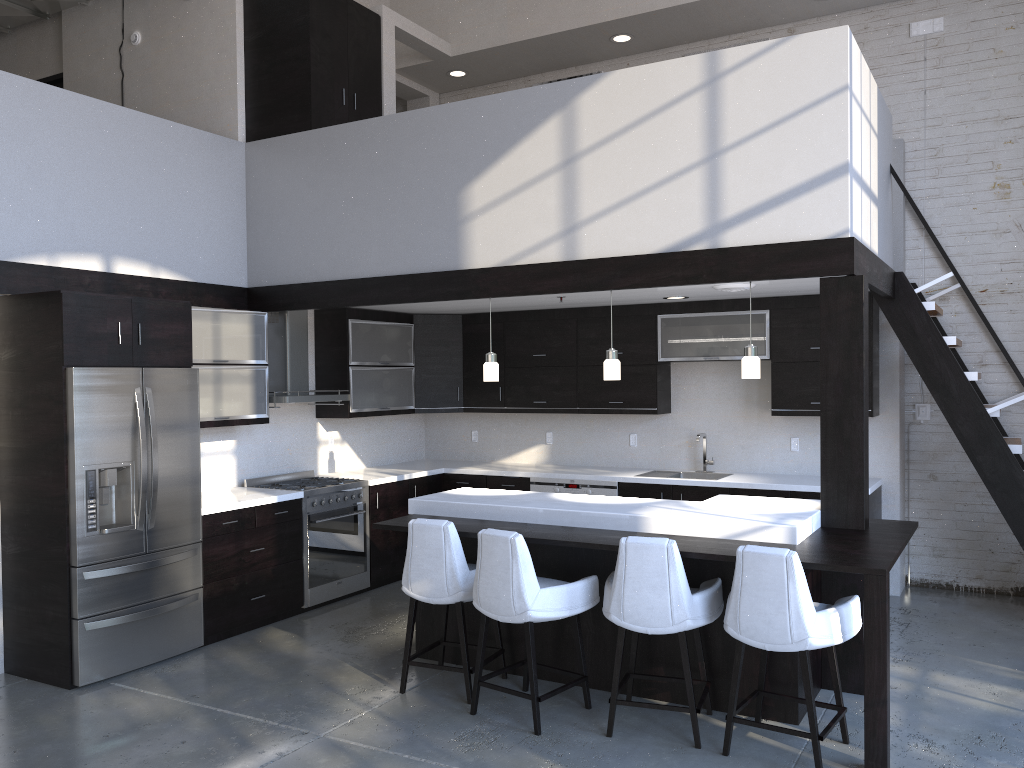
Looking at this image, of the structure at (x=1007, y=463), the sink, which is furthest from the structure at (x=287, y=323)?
the structure at (x=1007, y=463)

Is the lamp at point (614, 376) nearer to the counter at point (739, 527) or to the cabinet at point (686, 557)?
the counter at point (739, 527)

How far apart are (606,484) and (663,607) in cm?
312

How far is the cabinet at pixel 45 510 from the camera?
4.9m

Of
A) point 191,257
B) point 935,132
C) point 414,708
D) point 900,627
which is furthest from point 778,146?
point 191,257

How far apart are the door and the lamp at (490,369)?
5.2m

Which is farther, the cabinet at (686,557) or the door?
the door

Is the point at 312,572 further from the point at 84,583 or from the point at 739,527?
the point at 739,527

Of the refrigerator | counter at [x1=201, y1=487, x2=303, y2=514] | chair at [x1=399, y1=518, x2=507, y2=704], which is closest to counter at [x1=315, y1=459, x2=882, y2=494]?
counter at [x1=201, y1=487, x2=303, y2=514]

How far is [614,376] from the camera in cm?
536
